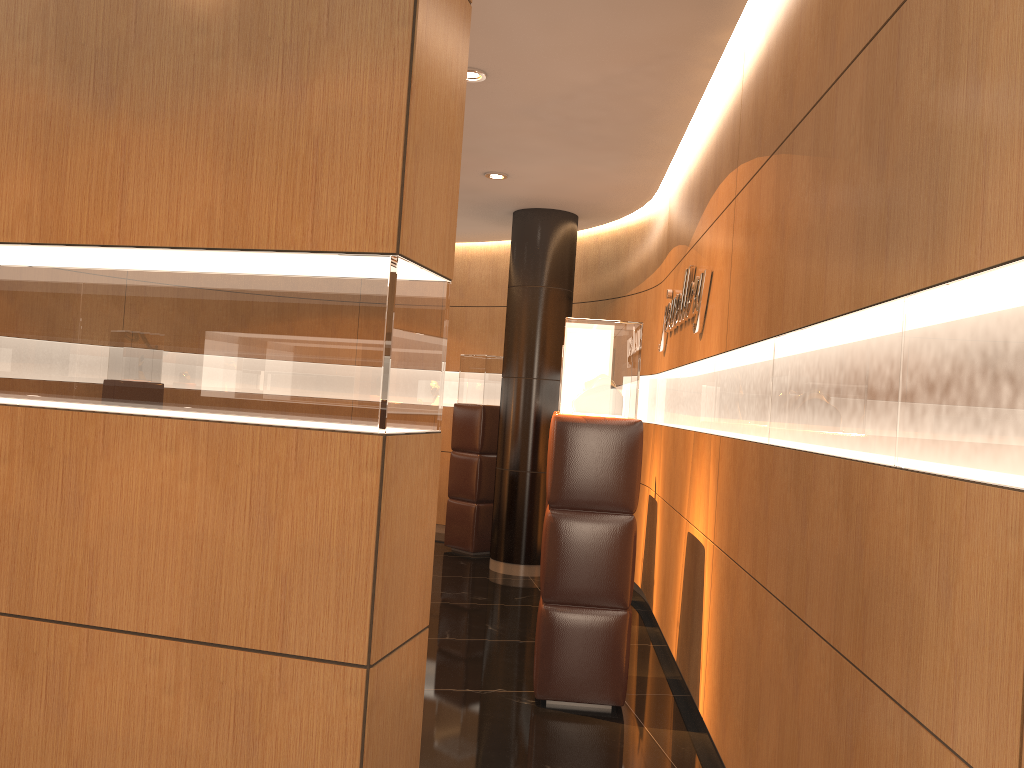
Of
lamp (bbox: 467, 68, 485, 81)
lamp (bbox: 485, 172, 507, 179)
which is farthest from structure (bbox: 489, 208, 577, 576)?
lamp (bbox: 467, 68, 485, 81)

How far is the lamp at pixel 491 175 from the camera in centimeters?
696cm

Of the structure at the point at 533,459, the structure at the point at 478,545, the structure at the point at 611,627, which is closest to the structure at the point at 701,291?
the structure at the point at 611,627

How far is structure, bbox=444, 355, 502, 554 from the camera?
8.8m

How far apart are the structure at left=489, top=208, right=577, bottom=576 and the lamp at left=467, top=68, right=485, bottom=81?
3.15m

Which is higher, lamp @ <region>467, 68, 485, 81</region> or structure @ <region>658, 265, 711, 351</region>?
lamp @ <region>467, 68, 485, 81</region>

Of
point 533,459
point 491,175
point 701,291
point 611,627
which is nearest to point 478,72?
point 701,291

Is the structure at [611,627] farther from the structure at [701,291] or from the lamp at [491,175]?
the lamp at [491,175]

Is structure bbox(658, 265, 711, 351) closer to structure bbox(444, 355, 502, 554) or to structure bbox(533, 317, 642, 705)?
structure bbox(533, 317, 642, 705)

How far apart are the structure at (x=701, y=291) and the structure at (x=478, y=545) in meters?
2.6
